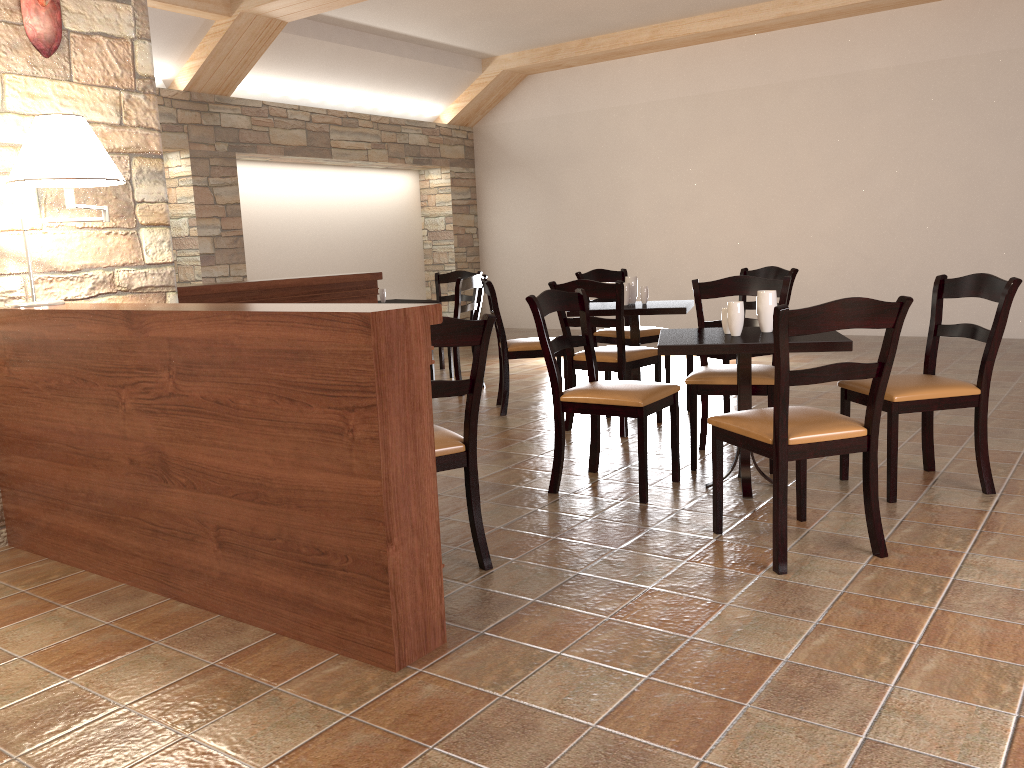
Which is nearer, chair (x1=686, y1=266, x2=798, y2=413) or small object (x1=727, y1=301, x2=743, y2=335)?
small object (x1=727, y1=301, x2=743, y2=335)

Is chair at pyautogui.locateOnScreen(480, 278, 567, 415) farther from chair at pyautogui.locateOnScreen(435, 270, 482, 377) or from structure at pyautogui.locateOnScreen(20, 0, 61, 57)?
structure at pyautogui.locateOnScreen(20, 0, 61, 57)

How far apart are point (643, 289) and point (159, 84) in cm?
494

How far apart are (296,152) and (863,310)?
7.35m

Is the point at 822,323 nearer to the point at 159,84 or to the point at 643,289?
the point at 643,289

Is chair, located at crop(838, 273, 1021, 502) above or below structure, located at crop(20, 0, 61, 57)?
below

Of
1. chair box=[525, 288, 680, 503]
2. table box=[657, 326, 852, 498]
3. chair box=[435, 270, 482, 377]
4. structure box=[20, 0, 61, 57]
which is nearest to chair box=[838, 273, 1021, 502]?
table box=[657, 326, 852, 498]

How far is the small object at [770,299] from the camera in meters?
3.6 m

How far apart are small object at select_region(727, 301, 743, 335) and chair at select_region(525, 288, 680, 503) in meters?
0.4 m

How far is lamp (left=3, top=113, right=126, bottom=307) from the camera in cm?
292
